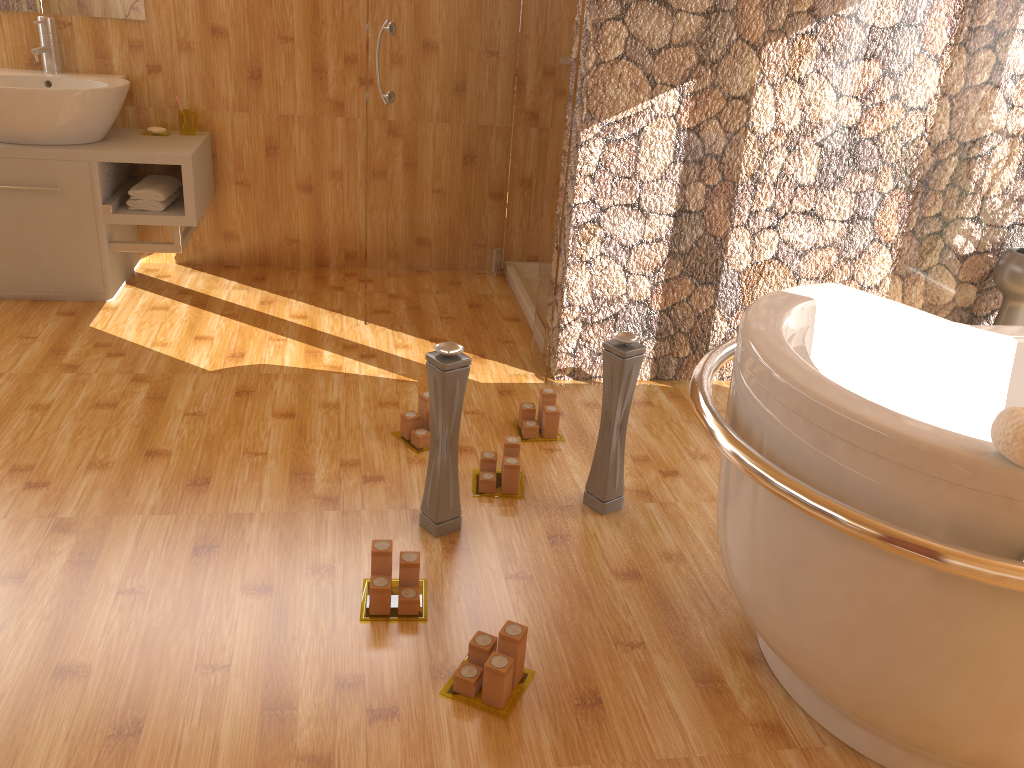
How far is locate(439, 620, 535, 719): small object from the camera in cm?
Result: 164

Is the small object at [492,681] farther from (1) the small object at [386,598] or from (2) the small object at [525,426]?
(2) the small object at [525,426]

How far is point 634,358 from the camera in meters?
2.1

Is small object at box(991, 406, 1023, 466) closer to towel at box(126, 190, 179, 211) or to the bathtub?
the bathtub

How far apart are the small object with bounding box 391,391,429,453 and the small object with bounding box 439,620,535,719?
0.9 meters

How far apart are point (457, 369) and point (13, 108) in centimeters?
214cm

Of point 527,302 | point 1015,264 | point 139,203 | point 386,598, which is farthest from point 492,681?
point 139,203

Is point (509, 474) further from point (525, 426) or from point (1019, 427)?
point (1019, 427)

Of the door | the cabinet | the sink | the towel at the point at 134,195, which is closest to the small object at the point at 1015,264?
the door

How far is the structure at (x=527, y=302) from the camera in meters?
3.6
